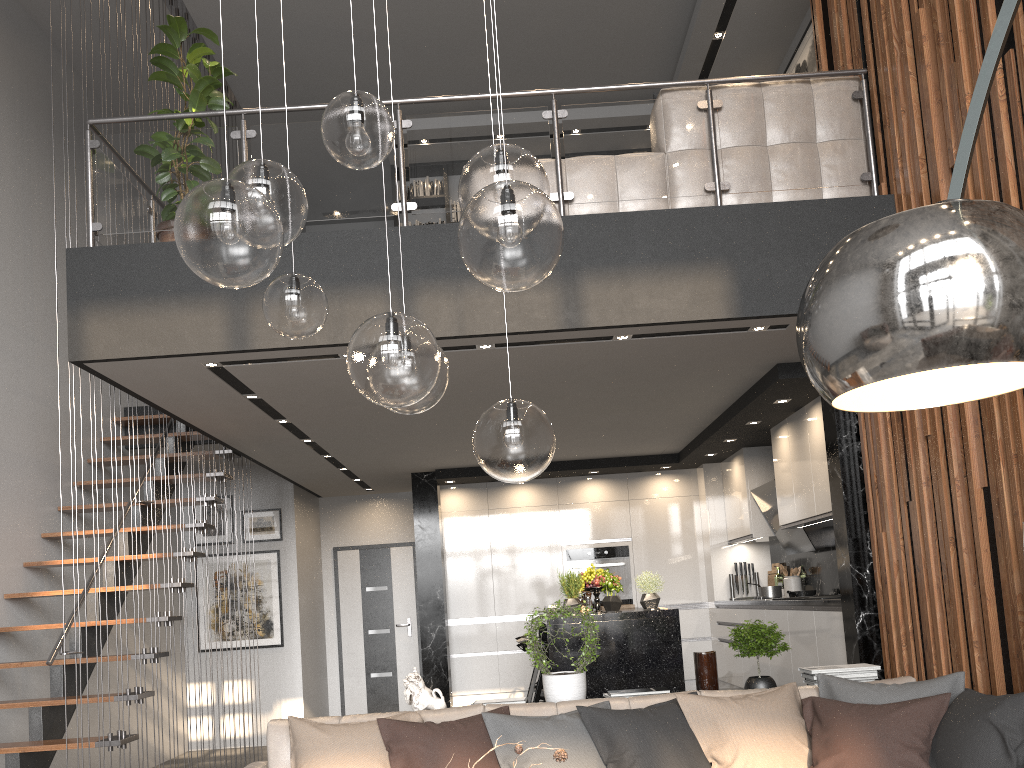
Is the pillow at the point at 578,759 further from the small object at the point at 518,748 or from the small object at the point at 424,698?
the small object at the point at 518,748

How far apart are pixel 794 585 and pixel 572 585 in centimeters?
273cm

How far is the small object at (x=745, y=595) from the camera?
8.5 meters

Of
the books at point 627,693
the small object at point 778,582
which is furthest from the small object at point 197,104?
the small object at point 778,582

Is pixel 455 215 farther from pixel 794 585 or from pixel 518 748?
pixel 518 748

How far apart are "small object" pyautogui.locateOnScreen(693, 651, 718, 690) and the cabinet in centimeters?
136cm

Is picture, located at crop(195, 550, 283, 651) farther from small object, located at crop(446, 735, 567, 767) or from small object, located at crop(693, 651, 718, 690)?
small object, located at crop(446, 735, 567, 767)

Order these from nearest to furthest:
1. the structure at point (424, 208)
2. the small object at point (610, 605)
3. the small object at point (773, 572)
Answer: the structure at point (424, 208)
the small object at point (610, 605)
the small object at point (773, 572)

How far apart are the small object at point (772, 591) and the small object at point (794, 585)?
0.3 meters

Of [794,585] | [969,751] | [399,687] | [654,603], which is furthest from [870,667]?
[399,687]
